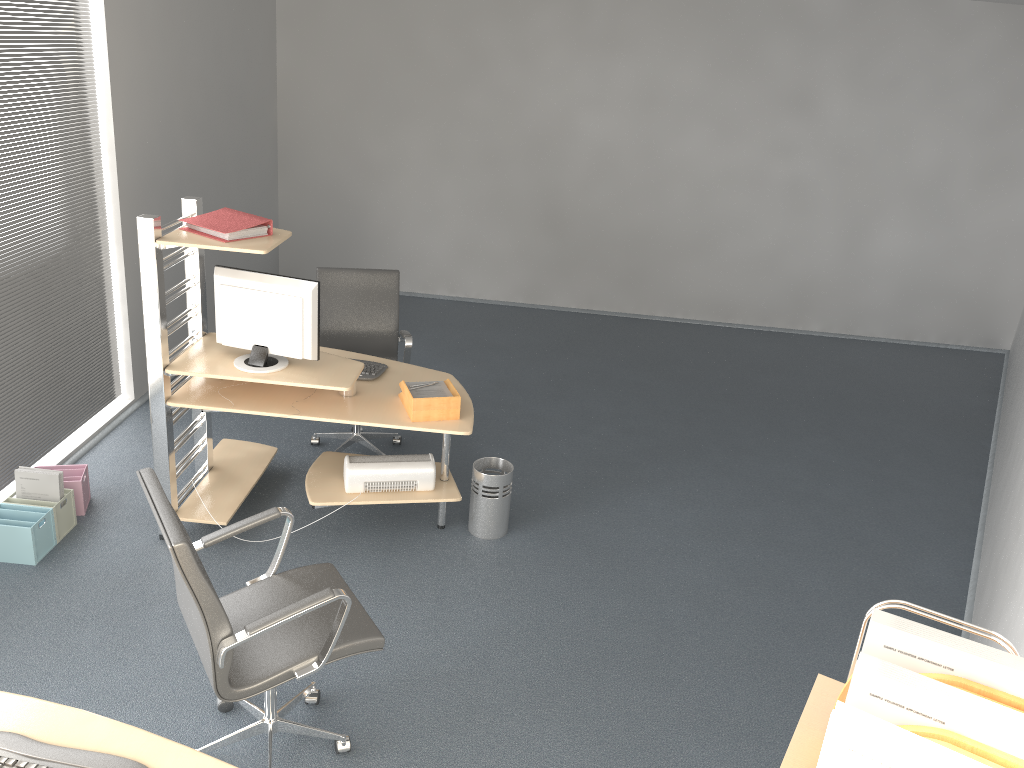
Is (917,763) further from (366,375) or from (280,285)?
(366,375)

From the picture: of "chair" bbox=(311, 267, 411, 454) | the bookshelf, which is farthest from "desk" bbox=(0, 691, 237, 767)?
"chair" bbox=(311, 267, 411, 454)

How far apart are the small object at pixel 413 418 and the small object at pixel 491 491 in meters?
0.5 m

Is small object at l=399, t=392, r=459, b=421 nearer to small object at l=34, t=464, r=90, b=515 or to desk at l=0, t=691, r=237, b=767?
small object at l=34, t=464, r=90, b=515

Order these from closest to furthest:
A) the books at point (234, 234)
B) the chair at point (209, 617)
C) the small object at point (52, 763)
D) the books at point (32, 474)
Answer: the small object at point (52, 763) < the chair at point (209, 617) < the books at point (234, 234) < the books at point (32, 474)

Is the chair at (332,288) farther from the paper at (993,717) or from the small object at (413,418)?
the paper at (993,717)

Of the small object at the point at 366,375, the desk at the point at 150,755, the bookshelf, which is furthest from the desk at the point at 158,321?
the bookshelf

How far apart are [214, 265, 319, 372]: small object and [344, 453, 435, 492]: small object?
0.5m

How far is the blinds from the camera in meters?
4.3 m

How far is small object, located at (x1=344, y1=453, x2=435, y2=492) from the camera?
4.2m
